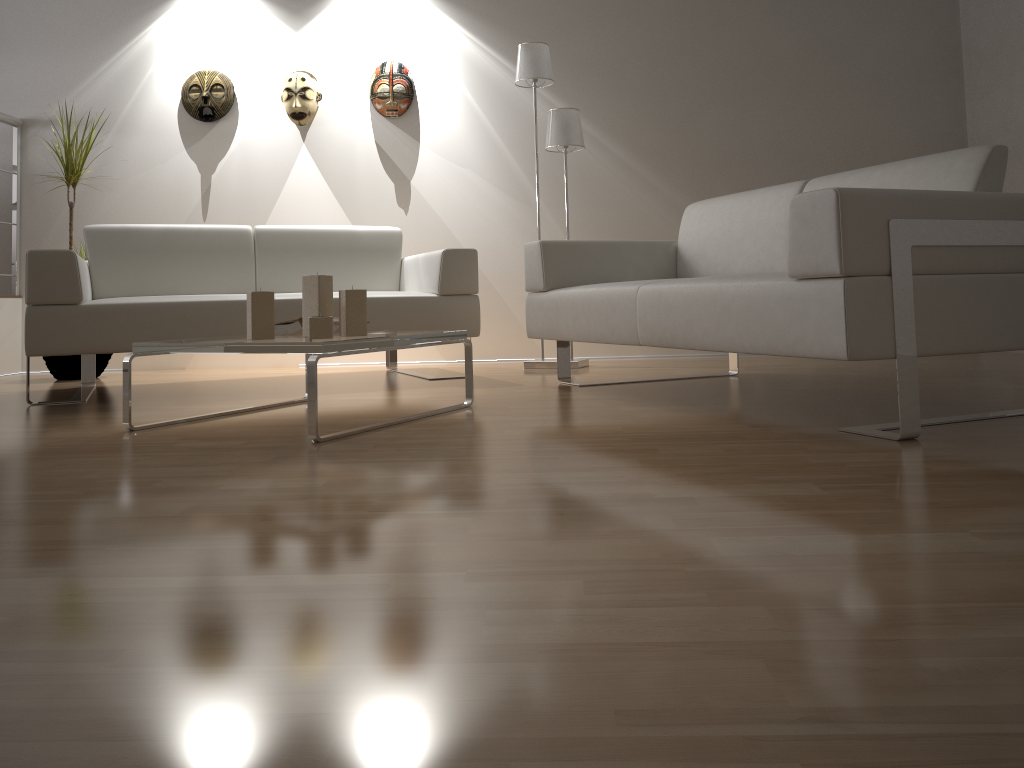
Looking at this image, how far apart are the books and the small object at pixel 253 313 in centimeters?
36cm

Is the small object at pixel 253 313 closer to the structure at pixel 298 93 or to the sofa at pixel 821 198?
the sofa at pixel 821 198

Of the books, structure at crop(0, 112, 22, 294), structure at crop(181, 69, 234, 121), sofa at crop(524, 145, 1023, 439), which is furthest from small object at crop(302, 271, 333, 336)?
structure at crop(0, 112, 22, 294)

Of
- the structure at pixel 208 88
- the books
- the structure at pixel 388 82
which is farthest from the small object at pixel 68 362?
the books

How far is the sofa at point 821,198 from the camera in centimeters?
197cm

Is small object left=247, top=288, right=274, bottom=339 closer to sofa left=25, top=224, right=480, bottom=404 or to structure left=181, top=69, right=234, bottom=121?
sofa left=25, top=224, right=480, bottom=404

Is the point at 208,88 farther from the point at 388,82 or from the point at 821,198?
the point at 821,198

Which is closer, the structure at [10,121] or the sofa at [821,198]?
the sofa at [821,198]

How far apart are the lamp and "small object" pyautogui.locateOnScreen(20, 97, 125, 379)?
2.2m

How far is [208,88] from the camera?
4.9m
